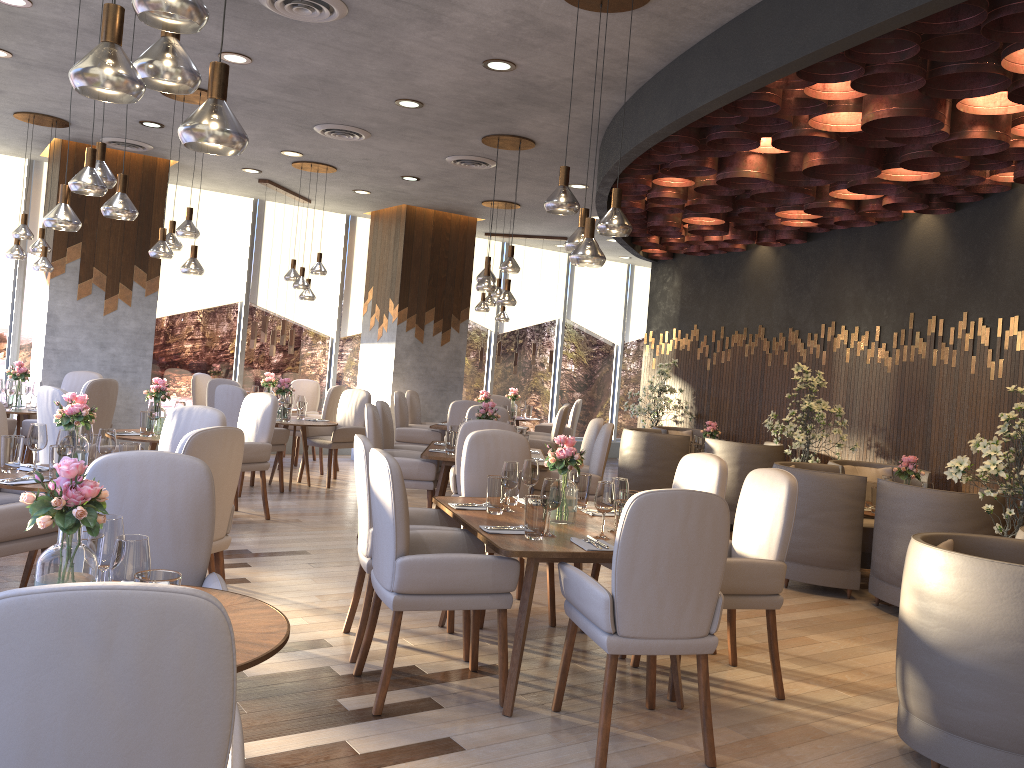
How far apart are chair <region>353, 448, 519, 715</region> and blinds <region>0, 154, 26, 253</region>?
7.9m

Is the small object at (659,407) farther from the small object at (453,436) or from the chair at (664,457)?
the small object at (453,436)

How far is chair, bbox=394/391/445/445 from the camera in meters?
9.5

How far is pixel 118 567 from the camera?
2.1m

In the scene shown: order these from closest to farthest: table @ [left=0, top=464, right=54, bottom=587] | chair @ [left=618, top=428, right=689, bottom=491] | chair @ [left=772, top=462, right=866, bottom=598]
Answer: table @ [left=0, top=464, right=54, bottom=587]
chair @ [left=772, top=462, right=866, bottom=598]
chair @ [left=618, top=428, right=689, bottom=491]

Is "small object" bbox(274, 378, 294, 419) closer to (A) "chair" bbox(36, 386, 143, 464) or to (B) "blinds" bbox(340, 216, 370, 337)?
(A) "chair" bbox(36, 386, 143, 464)

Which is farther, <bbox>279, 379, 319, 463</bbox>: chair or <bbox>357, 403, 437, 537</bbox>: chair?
<bbox>279, 379, 319, 463</bbox>: chair

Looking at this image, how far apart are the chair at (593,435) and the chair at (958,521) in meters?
2.3

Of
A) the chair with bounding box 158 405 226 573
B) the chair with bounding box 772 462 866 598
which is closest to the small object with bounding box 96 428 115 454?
the chair with bounding box 158 405 226 573

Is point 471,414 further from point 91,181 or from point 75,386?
point 91,181
